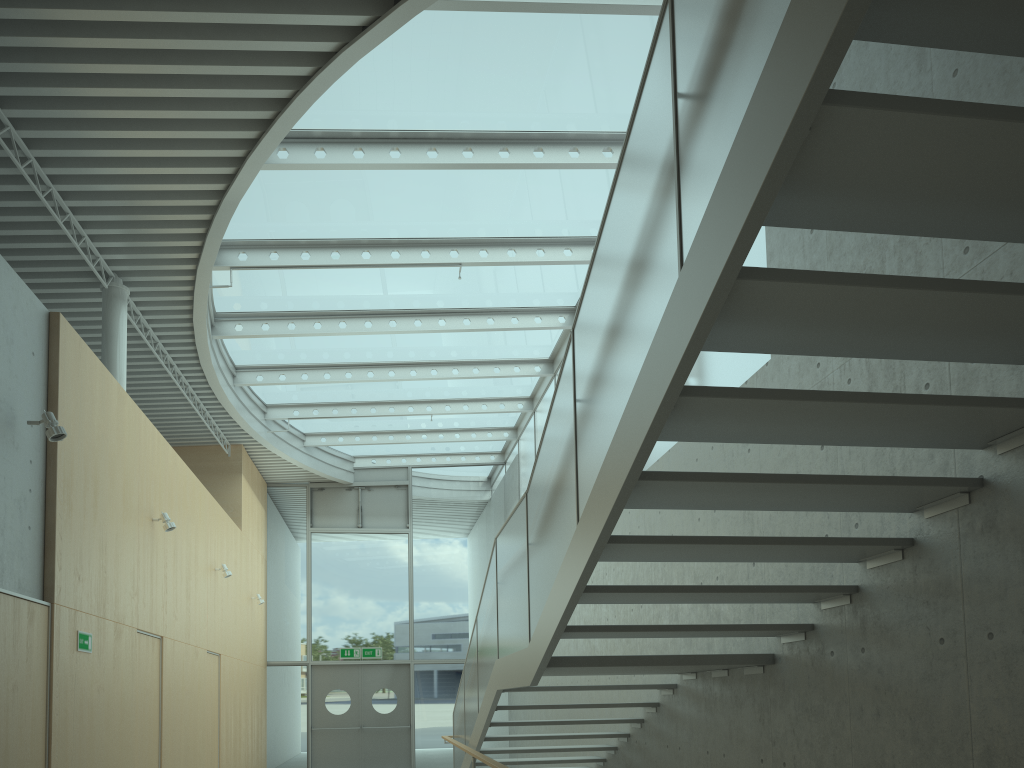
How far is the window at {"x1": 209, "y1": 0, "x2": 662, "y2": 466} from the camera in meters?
7.0 m

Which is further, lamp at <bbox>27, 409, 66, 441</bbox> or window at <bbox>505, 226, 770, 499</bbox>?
window at <bbox>505, 226, 770, 499</bbox>

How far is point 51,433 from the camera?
5.5m

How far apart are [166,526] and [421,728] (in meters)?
9.01

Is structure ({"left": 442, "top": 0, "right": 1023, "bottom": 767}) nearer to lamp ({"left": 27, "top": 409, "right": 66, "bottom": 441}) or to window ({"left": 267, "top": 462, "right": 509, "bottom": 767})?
lamp ({"left": 27, "top": 409, "right": 66, "bottom": 441})

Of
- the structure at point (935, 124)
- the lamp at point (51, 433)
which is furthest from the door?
the lamp at point (51, 433)

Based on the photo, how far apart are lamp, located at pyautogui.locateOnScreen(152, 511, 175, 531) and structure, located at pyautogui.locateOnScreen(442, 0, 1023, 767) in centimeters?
316cm

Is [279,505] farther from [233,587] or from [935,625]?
[935,625]

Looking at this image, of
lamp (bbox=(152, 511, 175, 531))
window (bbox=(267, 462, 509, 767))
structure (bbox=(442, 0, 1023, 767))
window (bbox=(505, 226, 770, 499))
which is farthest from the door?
lamp (bbox=(152, 511, 175, 531))

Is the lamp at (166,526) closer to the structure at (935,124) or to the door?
the structure at (935,124)
